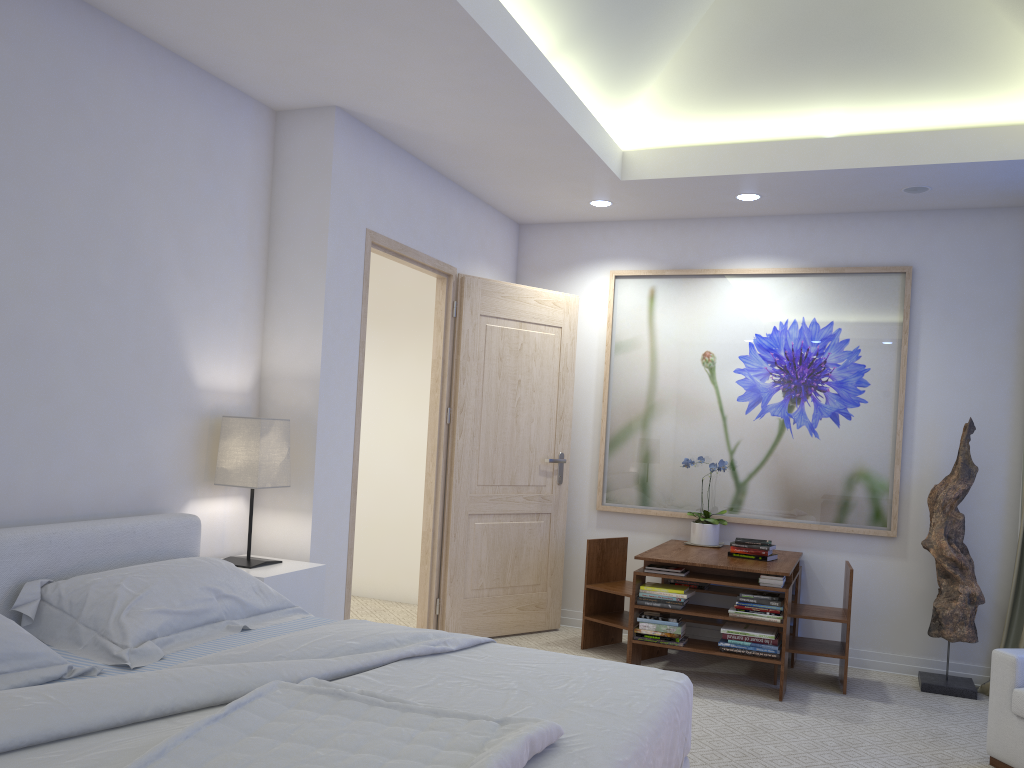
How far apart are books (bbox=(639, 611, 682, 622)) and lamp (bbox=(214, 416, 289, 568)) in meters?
1.9 m

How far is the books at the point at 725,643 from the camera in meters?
4.2 m

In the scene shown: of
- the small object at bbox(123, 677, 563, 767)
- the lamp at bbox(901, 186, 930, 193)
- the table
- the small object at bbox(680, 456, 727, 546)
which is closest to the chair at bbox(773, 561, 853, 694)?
the table

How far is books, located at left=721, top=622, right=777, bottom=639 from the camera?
4.1 meters

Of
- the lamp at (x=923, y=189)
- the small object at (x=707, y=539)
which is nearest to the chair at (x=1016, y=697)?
the small object at (x=707, y=539)

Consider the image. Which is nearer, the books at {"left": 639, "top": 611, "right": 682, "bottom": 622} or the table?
the table

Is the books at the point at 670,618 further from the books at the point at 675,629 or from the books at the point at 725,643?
the books at the point at 725,643

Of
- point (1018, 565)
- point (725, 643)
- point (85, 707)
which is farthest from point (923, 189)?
point (85, 707)

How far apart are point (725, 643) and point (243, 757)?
3.00m

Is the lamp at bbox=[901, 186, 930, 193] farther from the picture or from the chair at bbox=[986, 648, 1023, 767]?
the chair at bbox=[986, 648, 1023, 767]
